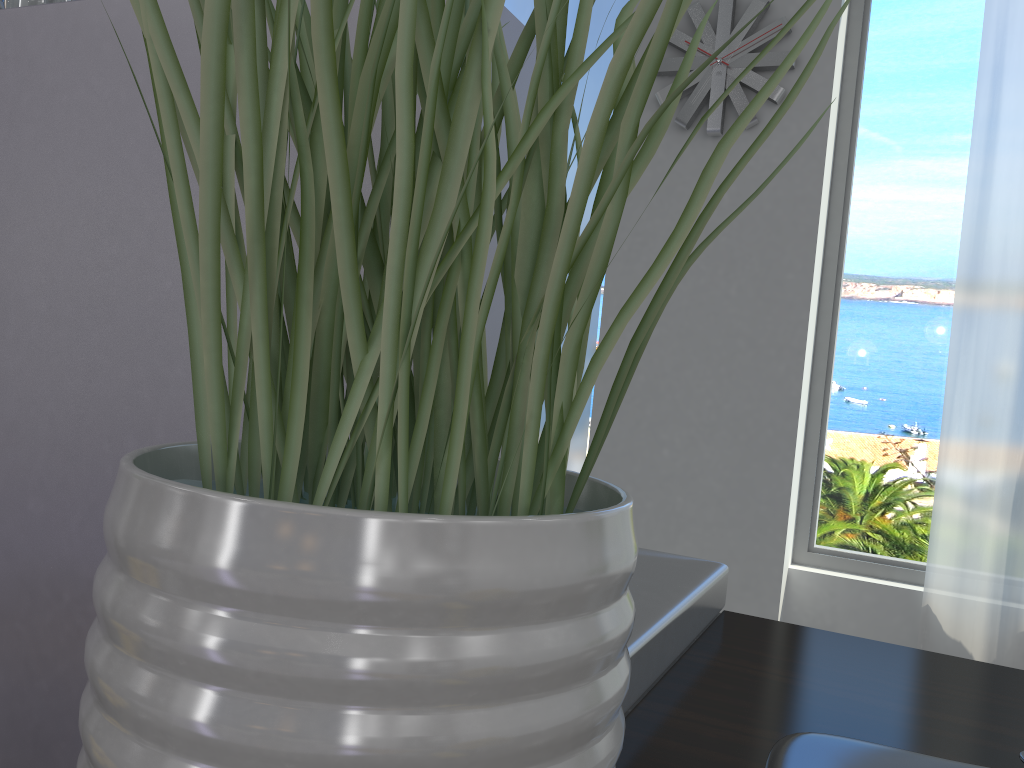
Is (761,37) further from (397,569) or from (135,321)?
(397,569)

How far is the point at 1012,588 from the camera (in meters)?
2.83

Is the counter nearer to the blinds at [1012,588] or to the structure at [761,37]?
the blinds at [1012,588]

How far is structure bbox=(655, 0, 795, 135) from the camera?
3.1 meters

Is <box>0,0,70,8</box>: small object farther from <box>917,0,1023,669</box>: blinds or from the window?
the window

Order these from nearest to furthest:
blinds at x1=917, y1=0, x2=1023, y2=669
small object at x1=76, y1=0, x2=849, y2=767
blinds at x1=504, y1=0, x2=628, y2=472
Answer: small object at x1=76, y1=0, x2=849, y2=767 → blinds at x1=917, y1=0, x2=1023, y2=669 → blinds at x1=504, y1=0, x2=628, y2=472

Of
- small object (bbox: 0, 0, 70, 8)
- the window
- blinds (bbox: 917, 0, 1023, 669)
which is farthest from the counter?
the window

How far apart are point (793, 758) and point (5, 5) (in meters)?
0.67

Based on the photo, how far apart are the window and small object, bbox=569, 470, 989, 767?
2.8 meters

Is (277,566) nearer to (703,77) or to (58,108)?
(58,108)
